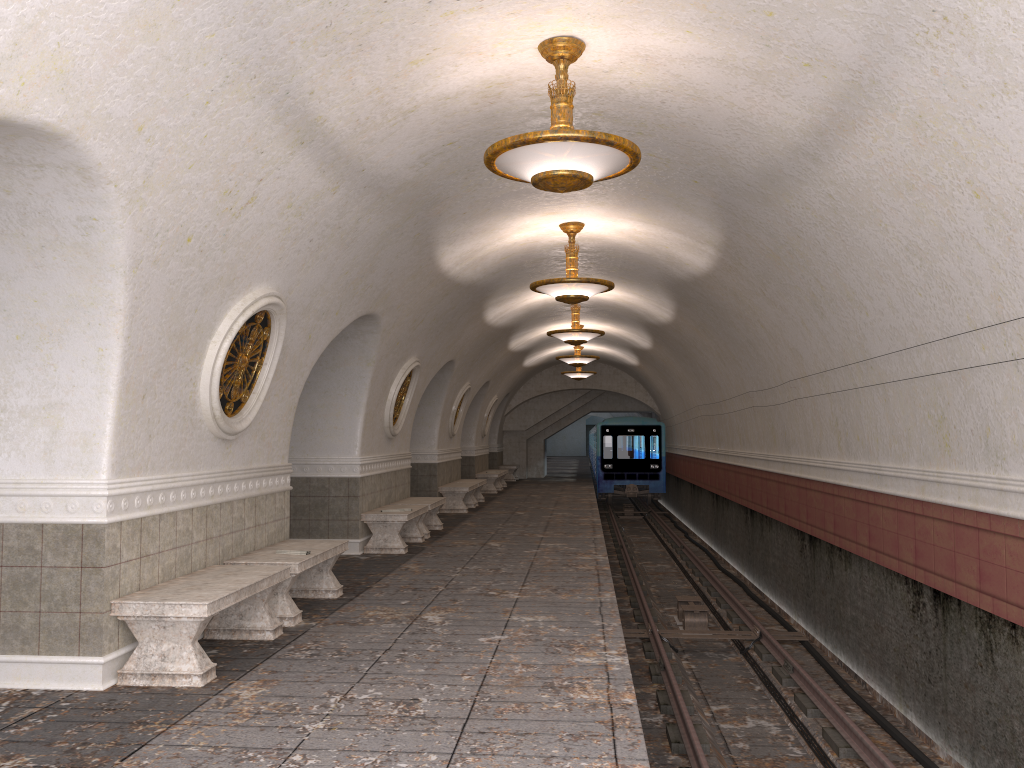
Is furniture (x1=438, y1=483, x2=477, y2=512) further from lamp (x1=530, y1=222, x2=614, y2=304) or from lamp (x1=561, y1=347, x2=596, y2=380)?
lamp (x1=530, y1=222, x2=614, y2=304)

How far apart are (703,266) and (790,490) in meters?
3.3 m

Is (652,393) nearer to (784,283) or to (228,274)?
(784,283)

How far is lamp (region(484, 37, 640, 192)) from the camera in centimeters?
527cm

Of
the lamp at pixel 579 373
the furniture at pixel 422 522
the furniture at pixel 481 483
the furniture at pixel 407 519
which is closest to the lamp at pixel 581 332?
the furniture at pixel 422 522

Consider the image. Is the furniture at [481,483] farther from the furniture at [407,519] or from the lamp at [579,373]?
the furniture at [407,519]

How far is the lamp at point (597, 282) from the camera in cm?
1012

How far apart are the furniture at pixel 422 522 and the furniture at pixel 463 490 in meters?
3.0

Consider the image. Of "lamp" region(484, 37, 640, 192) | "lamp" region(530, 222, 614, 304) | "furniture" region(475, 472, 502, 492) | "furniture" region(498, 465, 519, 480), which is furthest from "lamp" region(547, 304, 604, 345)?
"furniture" region(498, 465, 519, 480)

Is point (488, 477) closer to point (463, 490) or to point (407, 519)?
point (463, 490)
